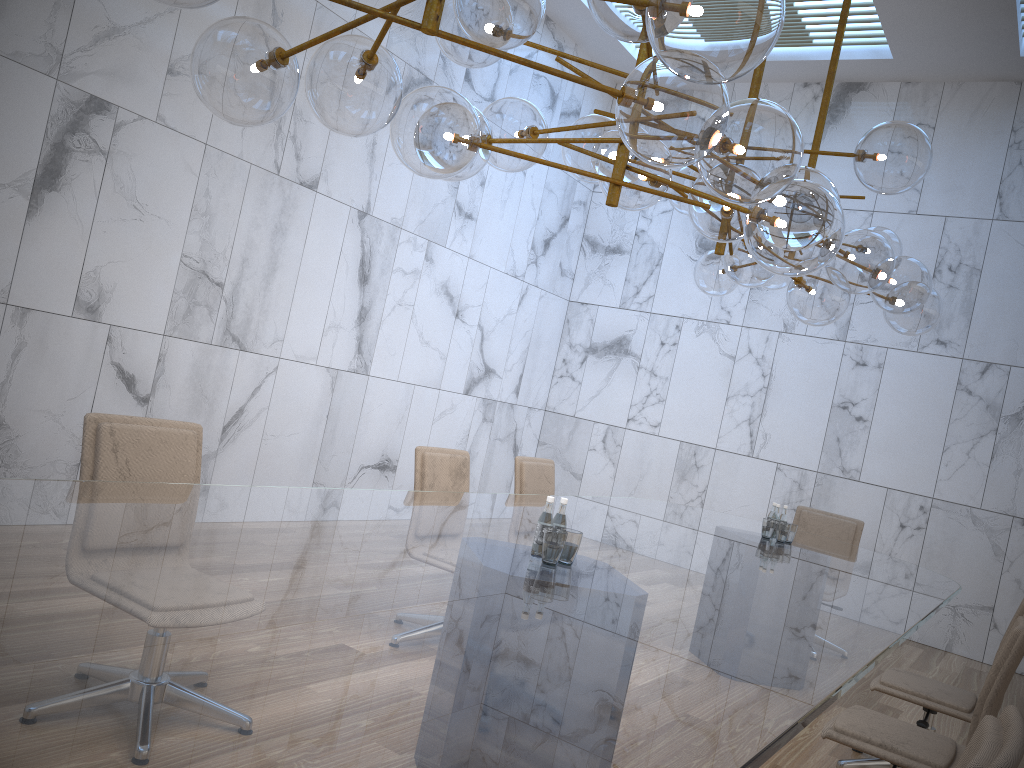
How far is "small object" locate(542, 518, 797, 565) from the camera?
2.9 meters

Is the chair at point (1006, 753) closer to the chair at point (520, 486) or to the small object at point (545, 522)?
the small object at point (545, 522)

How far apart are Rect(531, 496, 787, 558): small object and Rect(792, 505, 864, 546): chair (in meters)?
1.39

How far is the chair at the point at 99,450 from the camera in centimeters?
302cm

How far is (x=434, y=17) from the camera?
2.04m

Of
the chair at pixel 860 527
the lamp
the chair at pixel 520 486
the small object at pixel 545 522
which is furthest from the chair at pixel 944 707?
the chair at pixel 860 527

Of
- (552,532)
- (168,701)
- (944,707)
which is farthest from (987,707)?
(168,701)

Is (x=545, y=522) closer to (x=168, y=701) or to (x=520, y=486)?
(x=168, y=701)

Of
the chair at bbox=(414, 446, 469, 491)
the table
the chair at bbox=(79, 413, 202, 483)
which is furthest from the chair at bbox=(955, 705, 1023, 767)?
the chair at bbox=(414, 446, 469, 491)

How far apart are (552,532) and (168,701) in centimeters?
177cm
